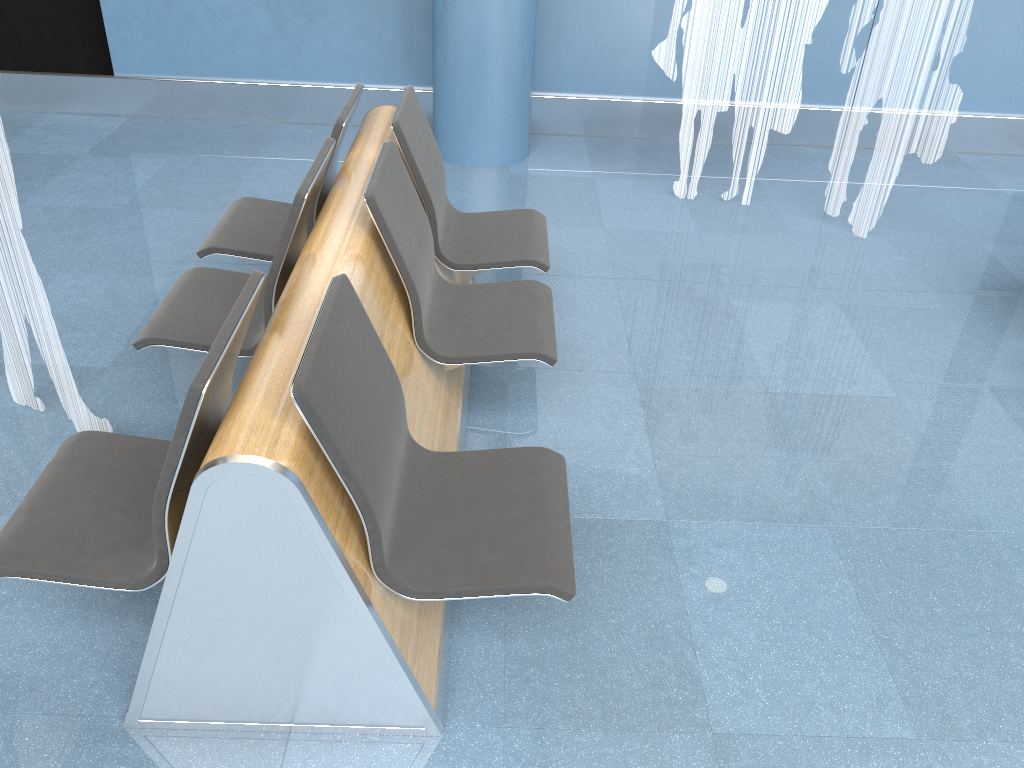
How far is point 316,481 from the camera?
1.73m

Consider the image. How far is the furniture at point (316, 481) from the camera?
1.7 meters

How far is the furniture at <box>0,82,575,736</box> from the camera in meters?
1.7 m
